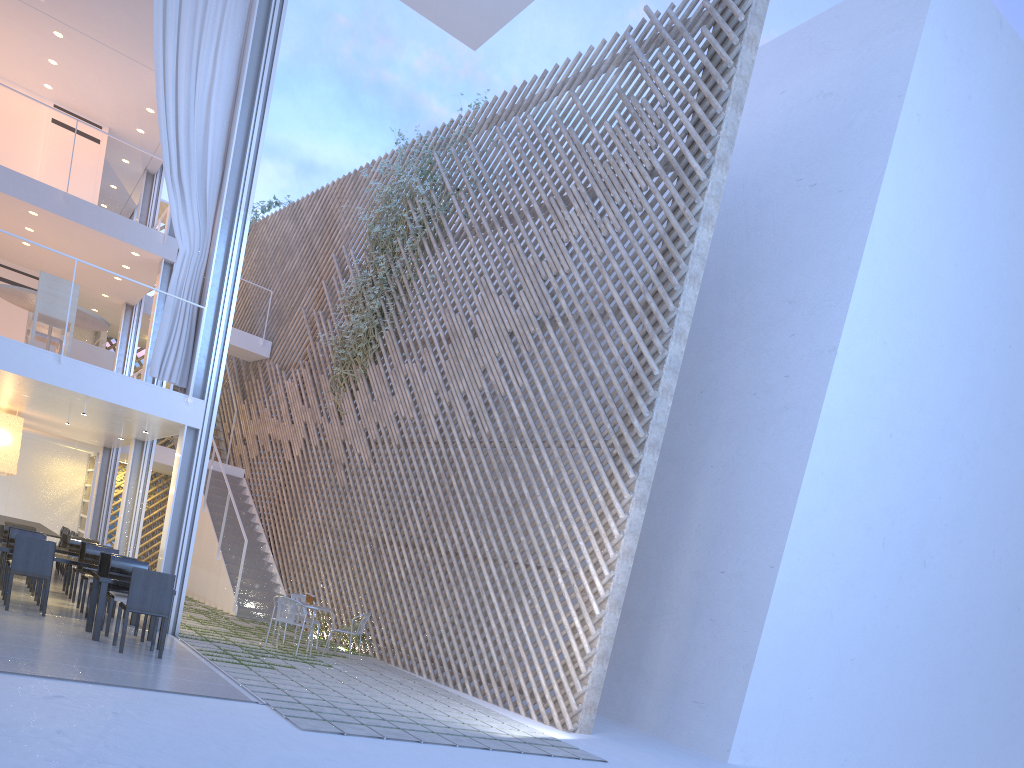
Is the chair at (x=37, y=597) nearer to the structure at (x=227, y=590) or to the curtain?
the curtain

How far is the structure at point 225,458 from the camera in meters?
9.4

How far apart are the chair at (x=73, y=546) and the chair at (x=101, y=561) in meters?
1.7

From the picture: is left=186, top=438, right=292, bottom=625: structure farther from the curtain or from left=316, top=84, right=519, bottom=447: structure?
the curtain

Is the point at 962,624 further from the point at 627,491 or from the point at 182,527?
the point at 182,527

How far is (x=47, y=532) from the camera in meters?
6.6

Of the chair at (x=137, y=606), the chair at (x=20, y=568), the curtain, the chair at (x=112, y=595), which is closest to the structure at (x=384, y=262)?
the curtain

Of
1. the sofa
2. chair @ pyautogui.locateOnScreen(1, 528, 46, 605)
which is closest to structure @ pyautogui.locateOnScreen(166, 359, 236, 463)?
the sofa

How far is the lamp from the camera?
6.2m

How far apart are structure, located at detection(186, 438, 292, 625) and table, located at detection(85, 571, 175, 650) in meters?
2.8
